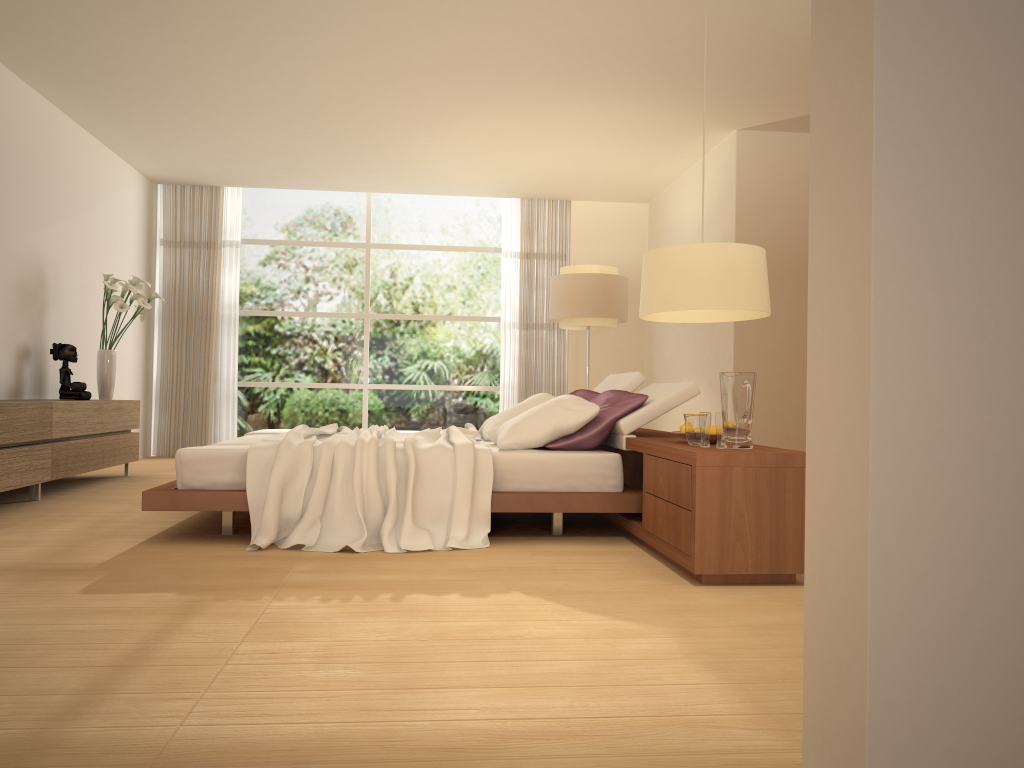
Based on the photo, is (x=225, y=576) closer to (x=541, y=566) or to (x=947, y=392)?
(x=541, y=566)

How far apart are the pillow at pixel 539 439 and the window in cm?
465

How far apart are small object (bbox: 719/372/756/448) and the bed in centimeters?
89cm

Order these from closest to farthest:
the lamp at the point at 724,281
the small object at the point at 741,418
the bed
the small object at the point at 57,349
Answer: the lamp at the point at 724,281, the small object at the point at 741,418, the bed, the small object at the point at 57,349

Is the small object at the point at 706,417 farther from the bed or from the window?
the window

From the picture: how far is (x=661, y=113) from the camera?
7.3 meters

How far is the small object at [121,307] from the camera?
7.38m

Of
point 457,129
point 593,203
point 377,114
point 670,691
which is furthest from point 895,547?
point 593,203

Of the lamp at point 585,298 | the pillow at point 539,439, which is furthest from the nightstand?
the lamp at point 585,298

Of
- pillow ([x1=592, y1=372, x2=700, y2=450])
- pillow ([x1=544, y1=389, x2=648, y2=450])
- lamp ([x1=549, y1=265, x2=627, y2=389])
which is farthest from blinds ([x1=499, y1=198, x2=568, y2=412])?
pillow ([x1=544, y1=389, x2=648, y2=450])
